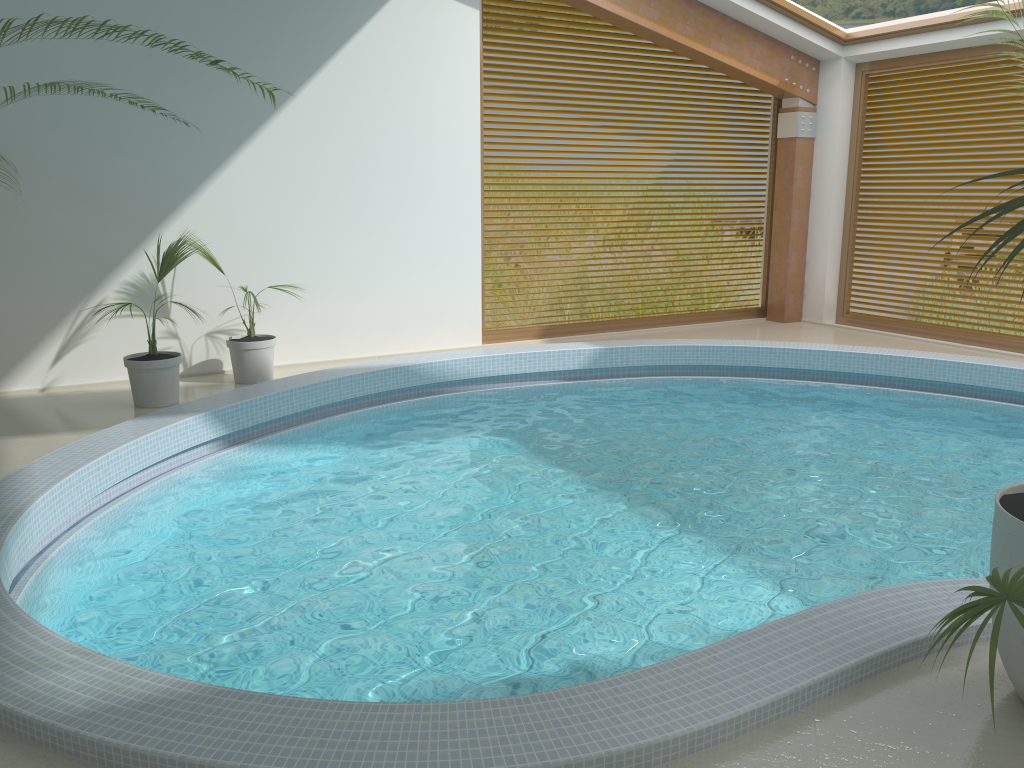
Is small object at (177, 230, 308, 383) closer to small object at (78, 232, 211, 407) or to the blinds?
small object at (78, 232, 211, 407)

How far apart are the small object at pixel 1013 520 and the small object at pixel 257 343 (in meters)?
5.84

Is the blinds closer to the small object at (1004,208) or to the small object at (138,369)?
the small object at (138,369)

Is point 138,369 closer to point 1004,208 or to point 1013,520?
point 1013,520

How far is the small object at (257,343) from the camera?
7.35m

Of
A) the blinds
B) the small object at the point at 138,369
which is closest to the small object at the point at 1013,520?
the small object at the point at 138,369

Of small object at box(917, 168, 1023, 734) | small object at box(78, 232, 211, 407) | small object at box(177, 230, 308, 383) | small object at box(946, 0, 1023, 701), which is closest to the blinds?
small object at box(946, 0, 1023, 701)

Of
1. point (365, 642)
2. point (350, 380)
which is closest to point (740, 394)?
point (350, 380)

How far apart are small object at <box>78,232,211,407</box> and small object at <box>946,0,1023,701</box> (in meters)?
5.59

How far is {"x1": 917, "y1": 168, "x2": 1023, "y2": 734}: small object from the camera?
1.66m
